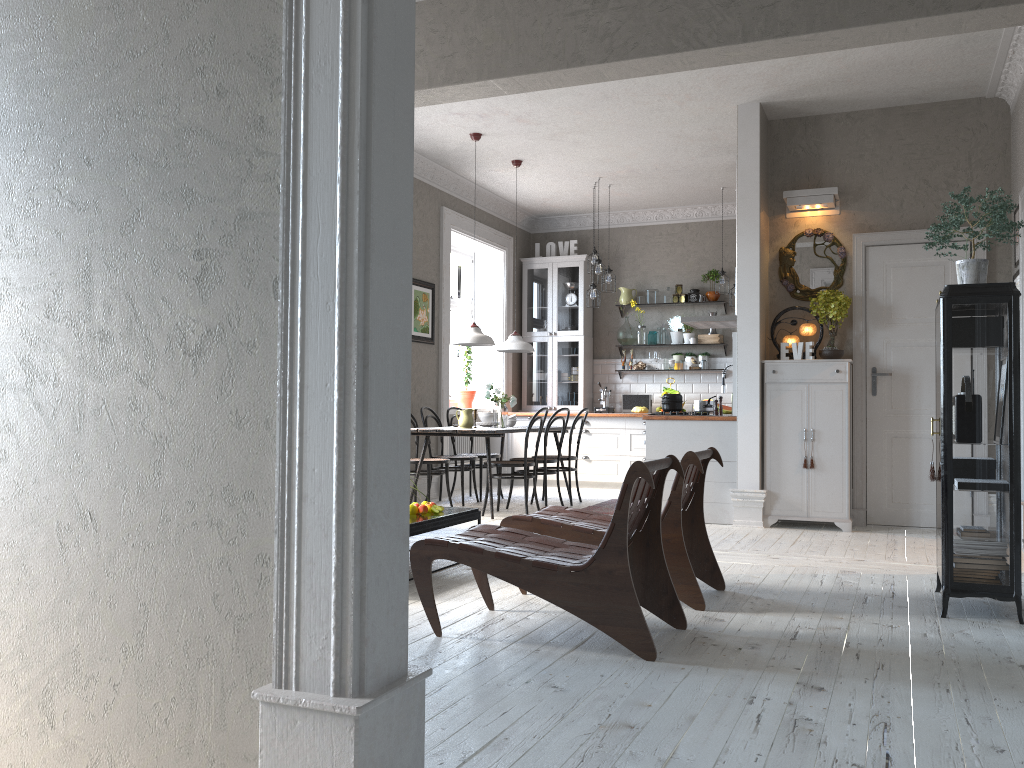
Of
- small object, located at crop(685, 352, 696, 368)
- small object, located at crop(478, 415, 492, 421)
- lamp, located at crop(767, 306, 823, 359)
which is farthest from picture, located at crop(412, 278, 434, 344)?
lamp, located at crop(767, 306, 823, 359)

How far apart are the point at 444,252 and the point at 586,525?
5.4 meters

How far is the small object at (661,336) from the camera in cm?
1037

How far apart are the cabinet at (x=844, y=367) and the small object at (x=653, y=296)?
3.7m

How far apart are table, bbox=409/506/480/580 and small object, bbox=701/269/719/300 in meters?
5.7 m

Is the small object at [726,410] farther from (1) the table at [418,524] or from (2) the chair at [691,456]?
(2) the chair at [691,456]

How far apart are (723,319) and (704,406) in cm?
103

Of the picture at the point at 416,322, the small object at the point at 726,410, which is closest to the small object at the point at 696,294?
the small object at the point at 726,410

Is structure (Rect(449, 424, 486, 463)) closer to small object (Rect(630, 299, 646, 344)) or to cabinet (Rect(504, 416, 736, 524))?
cabinet (Rect(504, 416, 736, 524))

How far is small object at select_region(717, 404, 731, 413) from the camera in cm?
968
